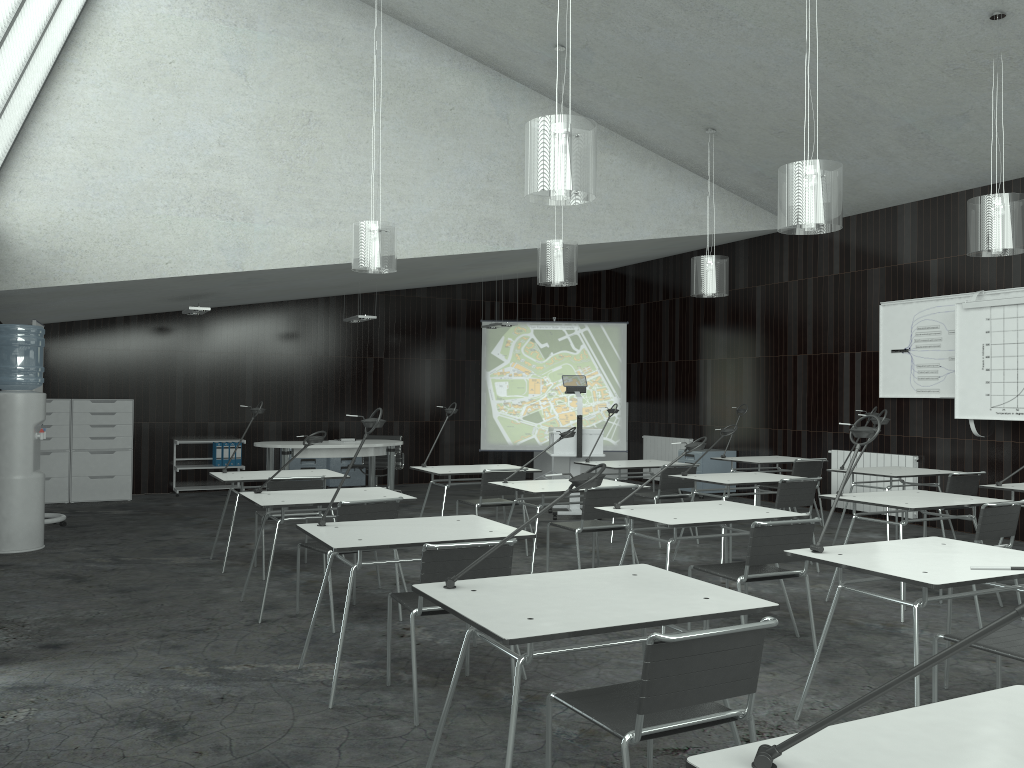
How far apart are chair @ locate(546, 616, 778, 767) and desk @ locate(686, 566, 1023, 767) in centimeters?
50cm

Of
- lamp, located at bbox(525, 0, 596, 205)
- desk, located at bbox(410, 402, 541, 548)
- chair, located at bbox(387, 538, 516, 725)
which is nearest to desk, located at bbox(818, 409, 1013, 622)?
lamp, located at bbox(525, 0, 596, 205)

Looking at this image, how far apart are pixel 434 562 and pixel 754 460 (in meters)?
5.78

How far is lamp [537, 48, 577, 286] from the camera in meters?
7.6 m

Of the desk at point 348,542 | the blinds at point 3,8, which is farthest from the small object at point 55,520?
the desk at point 348,542

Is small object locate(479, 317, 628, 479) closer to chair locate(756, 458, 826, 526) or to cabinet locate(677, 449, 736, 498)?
cabinet locate(677, 449, 736, 498)

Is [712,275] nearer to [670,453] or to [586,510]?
[586,510]

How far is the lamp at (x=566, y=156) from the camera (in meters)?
4.26

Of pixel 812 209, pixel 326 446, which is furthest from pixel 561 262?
pixel 326 446

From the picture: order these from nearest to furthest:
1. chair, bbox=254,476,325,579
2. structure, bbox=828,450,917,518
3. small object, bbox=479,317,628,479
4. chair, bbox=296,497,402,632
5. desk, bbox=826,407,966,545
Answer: chair, bbox=296,497,402,632
chair, bbox=254,476,325,579
desk, bbox=826,407,966,545
structure, bbox=828,450,917,518
small object, bbox=479,317,628,479
